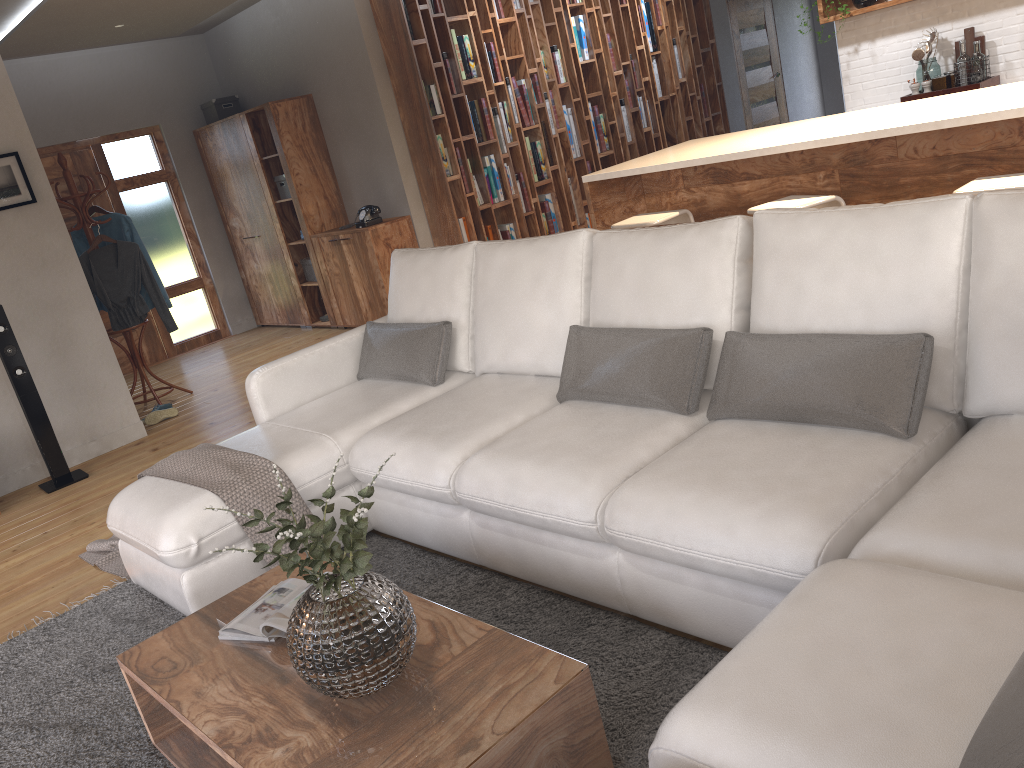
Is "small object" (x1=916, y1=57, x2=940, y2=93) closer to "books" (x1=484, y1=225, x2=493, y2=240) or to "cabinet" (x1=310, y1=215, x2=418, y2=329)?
→ "books" (x1=484, y1=225, x2=493, y2=240)

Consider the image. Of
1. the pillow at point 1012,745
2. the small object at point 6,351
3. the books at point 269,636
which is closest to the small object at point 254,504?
the books at point 269,636

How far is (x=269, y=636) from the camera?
2.2 meters

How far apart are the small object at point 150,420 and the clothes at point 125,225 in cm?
95

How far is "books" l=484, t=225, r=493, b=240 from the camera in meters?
7.3 m

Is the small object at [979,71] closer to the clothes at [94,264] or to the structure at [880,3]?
the structure at [880,3]

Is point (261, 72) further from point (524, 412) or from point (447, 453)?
point (447, 453)

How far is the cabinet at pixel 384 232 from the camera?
7.0m

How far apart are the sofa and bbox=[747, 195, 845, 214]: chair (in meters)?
1.27

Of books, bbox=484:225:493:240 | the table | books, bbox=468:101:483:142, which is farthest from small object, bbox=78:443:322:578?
books, bbox=468:101:483:142
